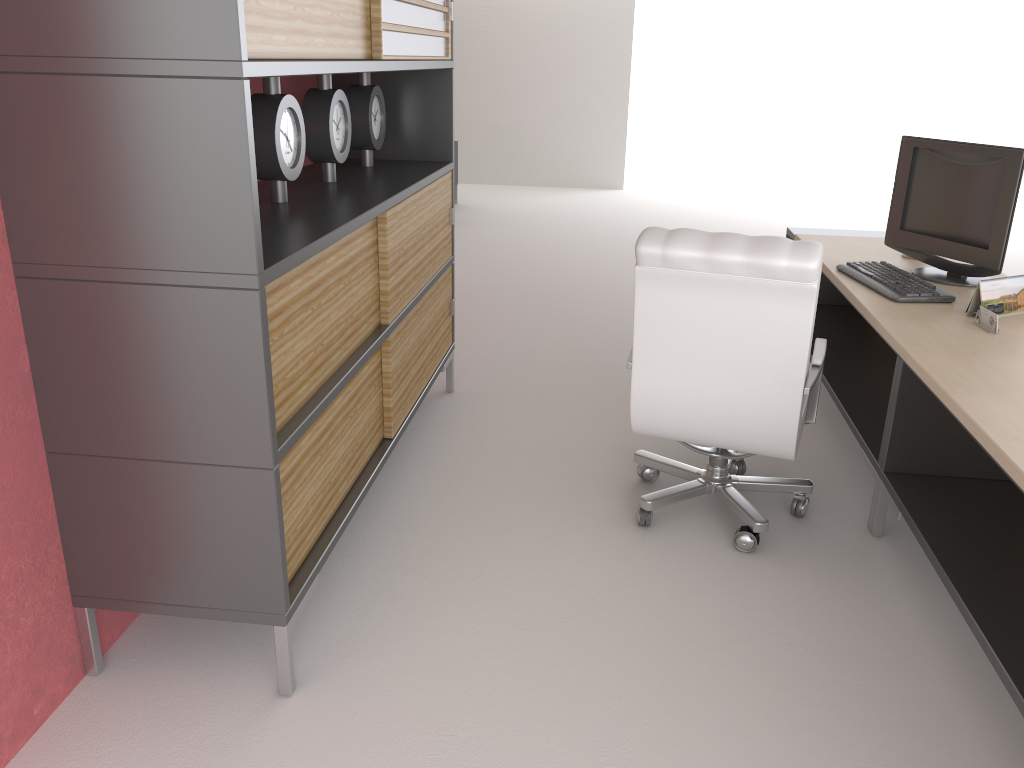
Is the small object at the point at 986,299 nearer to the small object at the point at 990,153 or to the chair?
the small object at the point at 990,153

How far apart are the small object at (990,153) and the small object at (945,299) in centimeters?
16cm

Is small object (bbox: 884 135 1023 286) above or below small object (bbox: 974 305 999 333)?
above

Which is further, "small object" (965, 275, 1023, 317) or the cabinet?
"small object" (965, 275, 1023, 317)

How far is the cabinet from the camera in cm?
Answer: 275

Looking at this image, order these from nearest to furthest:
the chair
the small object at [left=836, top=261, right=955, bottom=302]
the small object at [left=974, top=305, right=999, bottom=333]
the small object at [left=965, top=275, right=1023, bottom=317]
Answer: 1. the chair
2. the small object at [left=974, top=305, right=999, bottom=333]
3. the small object at [left=965, top=275, right=1023, bottom=317]
4. the small object at [left=836, top=261, right=955, bottom=302]

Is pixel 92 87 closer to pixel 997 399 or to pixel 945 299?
pixel 997 399

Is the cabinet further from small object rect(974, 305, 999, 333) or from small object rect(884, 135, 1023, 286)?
small object rect(974, 305, 999, 333)

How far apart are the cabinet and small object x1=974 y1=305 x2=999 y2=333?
2.9m

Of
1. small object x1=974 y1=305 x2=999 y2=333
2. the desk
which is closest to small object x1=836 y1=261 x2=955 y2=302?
the desk
